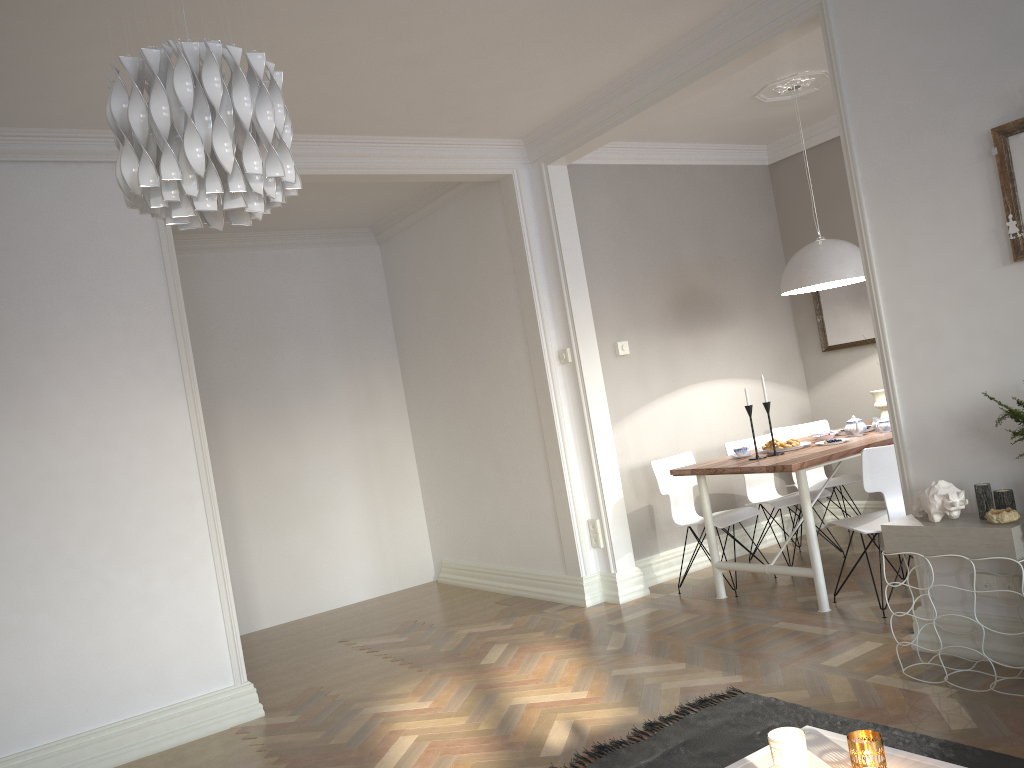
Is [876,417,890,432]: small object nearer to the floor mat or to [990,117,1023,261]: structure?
[990,117,1023,261]: structure

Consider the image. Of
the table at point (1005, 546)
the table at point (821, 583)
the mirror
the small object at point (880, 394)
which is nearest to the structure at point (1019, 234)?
the table at point (1005, 546)

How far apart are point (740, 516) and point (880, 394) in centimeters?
143cm

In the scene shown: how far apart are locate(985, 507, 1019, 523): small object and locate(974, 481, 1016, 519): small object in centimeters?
6cm

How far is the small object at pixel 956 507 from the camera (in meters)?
3.10

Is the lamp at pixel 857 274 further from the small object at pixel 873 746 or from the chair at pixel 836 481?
the small object at pixel 873 746

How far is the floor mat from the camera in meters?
2.7 m

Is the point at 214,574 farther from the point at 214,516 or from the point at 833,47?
the point at 833,47

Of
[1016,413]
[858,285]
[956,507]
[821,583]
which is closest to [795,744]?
[1016,413]

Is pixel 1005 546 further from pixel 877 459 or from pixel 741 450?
pixel 741 450
